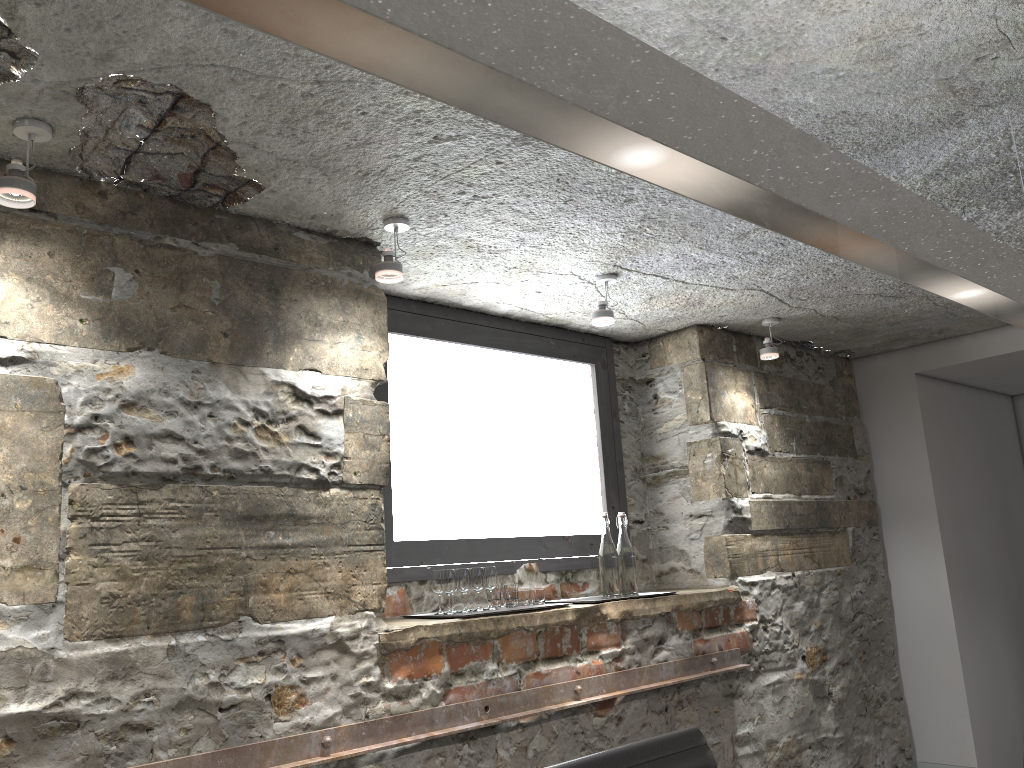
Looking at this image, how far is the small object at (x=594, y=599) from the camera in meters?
3.1

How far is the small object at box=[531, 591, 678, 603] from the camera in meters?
3.1 m

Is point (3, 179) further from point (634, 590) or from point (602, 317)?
point (634, 590)

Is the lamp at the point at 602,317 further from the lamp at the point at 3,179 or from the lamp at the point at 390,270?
the lamp at the point at 3,179

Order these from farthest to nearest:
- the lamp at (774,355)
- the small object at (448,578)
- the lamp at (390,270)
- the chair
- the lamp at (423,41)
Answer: the lamp at (774,355), the small object at (448,578), the lamp at (390,270), the chair, the lamp at (423,41)

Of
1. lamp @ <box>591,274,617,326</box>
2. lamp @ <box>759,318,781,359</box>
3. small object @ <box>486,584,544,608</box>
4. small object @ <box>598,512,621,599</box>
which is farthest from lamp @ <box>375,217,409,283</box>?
lamp @ <box>759,318,781,359</box>

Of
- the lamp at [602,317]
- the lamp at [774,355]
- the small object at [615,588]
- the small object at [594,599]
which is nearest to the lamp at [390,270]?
the lamp at [602,317]

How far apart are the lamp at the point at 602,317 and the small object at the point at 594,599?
0.98m

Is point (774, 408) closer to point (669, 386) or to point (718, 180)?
point (669, 386)

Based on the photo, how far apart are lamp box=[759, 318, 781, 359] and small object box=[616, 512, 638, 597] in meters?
1.0 m
